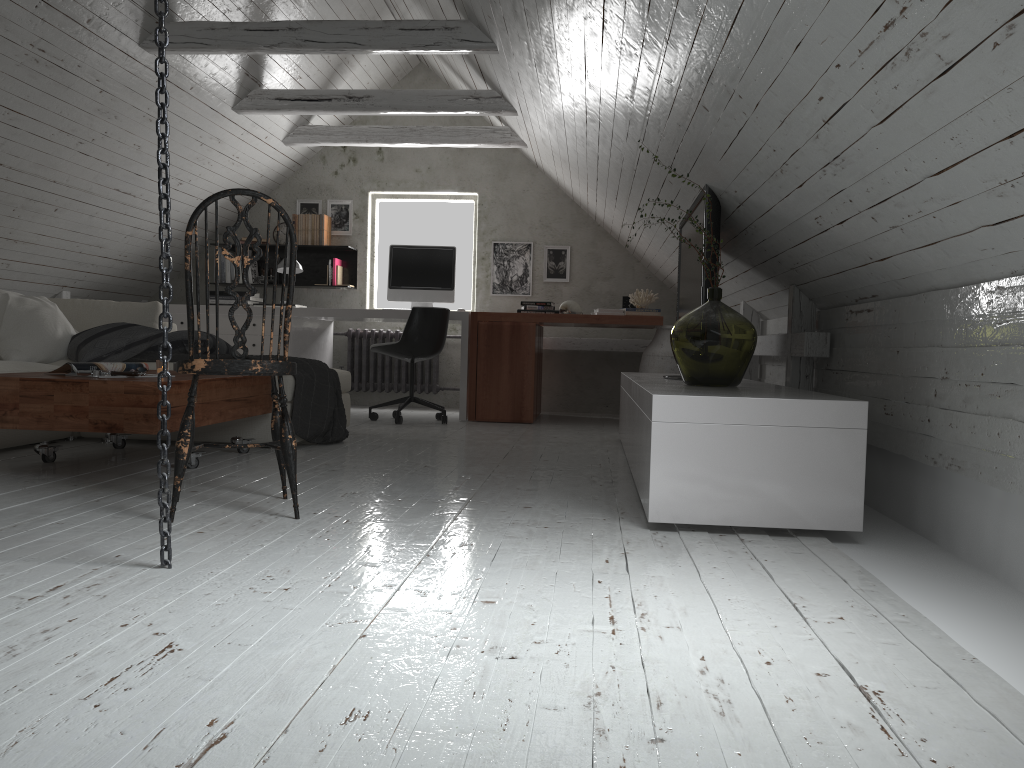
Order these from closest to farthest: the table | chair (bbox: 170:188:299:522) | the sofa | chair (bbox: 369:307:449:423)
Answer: chair (bbox: 170:188:299:522)
the table
the sofa
chair (bbox: 369:307:449:423)

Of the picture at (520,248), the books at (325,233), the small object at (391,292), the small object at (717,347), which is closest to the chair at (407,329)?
the small object at (391,292)

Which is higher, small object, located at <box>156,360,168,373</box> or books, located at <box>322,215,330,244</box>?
books, located at <box>322,215,330,244</box>

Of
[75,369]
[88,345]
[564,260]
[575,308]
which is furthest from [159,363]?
[564,260]

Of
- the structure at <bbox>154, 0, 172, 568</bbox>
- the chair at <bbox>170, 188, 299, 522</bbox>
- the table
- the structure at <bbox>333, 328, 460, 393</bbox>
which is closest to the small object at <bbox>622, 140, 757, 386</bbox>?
the chair at <bbox>170, 188, 299, 522</bbox>

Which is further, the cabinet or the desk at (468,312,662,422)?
the desk at (468,312,662,422)

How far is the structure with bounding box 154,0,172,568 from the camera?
1.90m

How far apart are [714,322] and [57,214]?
4.24m

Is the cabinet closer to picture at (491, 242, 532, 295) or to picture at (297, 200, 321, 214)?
picture at (491, 242, 532, 295)

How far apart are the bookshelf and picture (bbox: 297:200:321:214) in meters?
0.3 m
